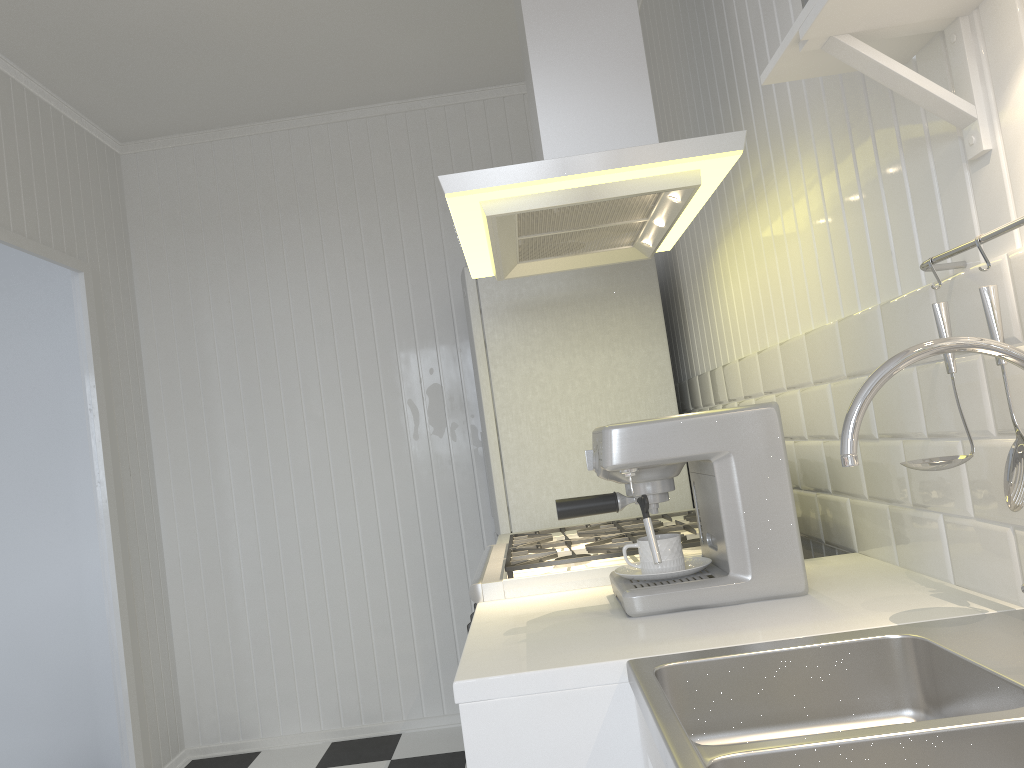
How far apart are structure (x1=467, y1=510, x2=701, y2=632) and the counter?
0.62m

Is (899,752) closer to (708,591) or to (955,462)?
(955,462)

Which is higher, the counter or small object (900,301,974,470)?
small object (900,301,974,470)

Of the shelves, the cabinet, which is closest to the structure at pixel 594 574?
the cabinet

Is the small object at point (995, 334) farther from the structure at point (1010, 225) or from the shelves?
the shelves

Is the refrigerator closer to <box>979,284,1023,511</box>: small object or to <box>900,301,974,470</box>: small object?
<box>900,301,974,470</box>: small object

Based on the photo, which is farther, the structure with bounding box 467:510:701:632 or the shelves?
the structure with bounding box 467:510:701:632

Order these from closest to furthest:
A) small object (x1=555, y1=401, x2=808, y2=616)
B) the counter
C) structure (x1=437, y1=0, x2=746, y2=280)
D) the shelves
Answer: the counter < the shelves < small object (x1=555, y1=401, x2=808, y2=616) < structure (x1=437, y1=0, x2=746, y2=280)

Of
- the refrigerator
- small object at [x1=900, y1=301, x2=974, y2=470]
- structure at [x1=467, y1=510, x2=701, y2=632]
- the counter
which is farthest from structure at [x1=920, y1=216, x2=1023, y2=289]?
the refrigerator

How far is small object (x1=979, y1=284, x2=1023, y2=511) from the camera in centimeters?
103cm
